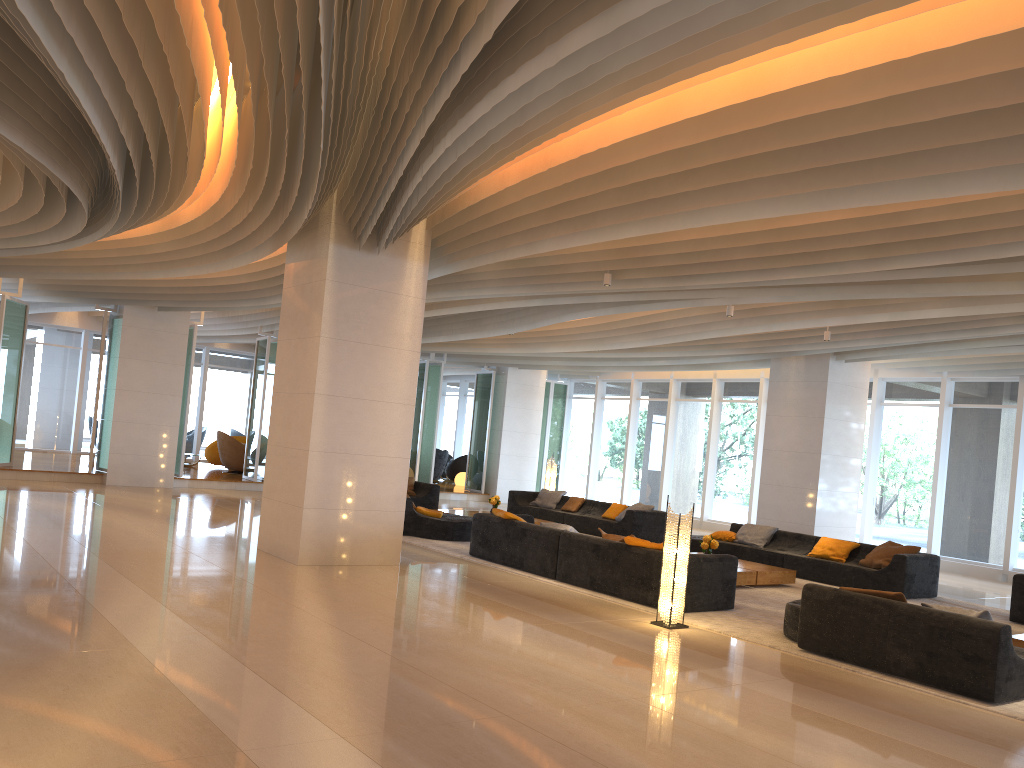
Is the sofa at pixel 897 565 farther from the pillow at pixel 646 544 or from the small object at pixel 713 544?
the pillow at pixel 646 544

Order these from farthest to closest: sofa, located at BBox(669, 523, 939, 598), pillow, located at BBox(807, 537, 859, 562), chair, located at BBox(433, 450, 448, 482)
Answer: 1. chair, located at BBox(433, 450, 448, 482)
2. pillow, located at BBox(807, 537, 859, 562)
3. sofa, located at BBox(669, 523, 939, 598)

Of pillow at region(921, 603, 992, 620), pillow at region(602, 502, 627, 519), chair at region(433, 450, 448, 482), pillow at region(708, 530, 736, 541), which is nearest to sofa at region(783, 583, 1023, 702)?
pillow at region(921, 603, 992, 620)

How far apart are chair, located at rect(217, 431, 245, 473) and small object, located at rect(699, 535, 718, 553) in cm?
1334

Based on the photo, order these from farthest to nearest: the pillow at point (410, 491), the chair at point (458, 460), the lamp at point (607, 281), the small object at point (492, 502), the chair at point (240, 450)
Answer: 1. the chair at point (458, 460)
2. the chair at point (240, 450)
3. the pillow at point (410, 491)
4. the small object at point (492, 502)
5. the lamp at point (607, 281)

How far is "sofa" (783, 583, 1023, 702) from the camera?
6.3 meters

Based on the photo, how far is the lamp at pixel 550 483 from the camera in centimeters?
1933cm

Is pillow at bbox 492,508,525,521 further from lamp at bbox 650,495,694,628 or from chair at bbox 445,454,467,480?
chair at bbox 445,454,467,480

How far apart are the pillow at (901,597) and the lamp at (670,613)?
1.70m

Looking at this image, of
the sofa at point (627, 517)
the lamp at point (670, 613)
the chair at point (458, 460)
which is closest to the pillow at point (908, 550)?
the sofa at point (627, 517)
